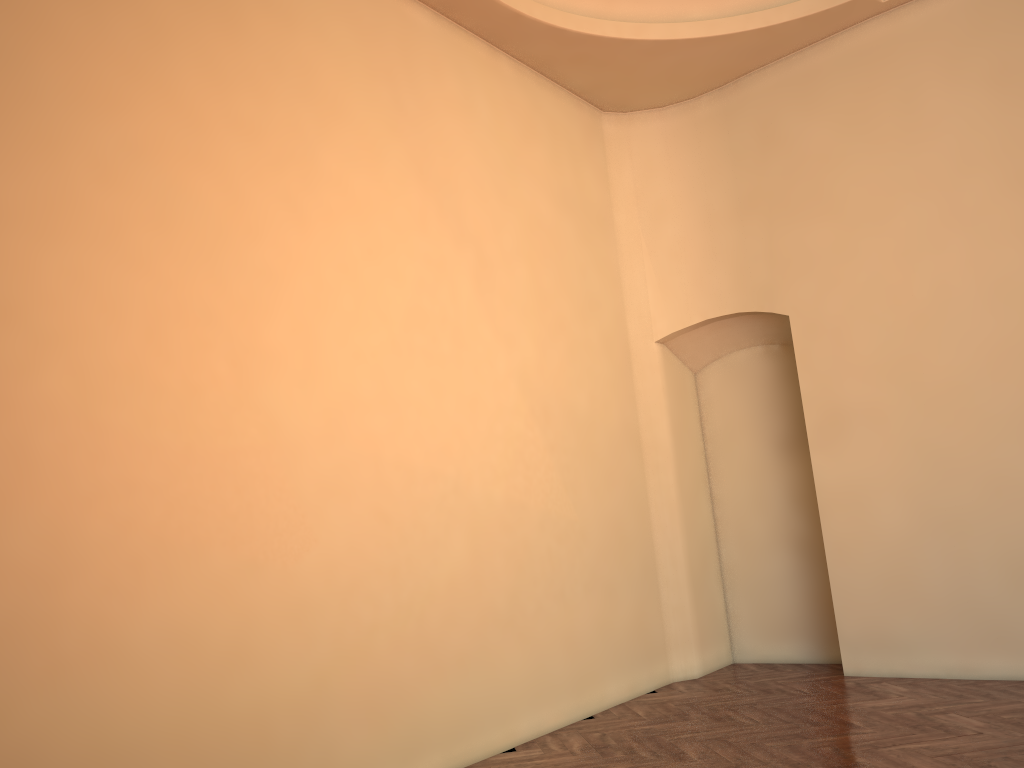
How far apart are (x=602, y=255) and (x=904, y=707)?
4.35m
